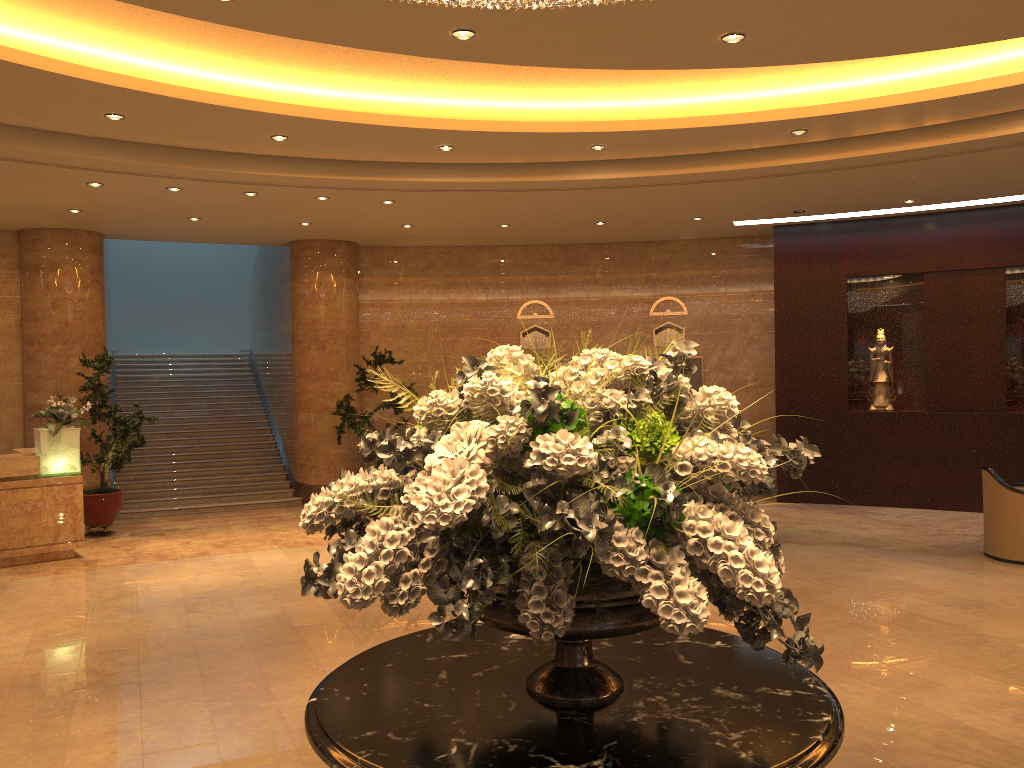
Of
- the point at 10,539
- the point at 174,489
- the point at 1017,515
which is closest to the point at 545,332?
the point at 174,489

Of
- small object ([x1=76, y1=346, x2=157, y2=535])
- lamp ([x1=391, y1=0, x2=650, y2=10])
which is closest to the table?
lamp ([x1=391, y1=0, x2=650, y2=10])

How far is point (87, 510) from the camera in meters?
10.9

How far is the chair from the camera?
8.64m

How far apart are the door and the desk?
8.8m

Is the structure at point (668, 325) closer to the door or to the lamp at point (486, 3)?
the door

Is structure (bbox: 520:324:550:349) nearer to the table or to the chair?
the chair

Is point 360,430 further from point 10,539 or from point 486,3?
point 486,3

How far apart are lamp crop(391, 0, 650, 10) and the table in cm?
259

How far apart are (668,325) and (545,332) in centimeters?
196cm
